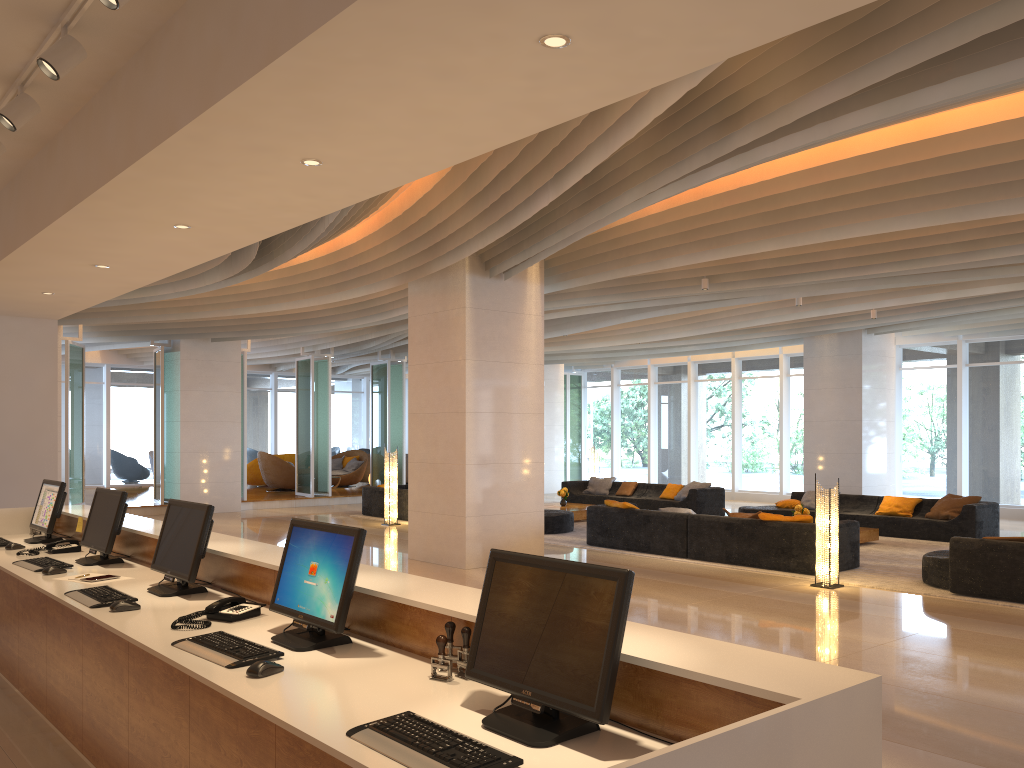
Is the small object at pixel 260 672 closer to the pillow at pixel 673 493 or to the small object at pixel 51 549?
the small object at pixel 51 549

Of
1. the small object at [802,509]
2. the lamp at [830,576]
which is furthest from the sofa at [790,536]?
the small object at [802,509]

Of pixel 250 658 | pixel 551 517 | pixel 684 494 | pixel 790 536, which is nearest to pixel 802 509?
pixel 790 536

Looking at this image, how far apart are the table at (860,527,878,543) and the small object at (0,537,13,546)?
10.7m

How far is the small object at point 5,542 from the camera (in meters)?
5.98

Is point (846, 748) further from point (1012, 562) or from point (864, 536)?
point (864, 536)

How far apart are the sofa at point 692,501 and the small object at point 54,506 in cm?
1212

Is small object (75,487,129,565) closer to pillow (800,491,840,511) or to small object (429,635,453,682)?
small object (429,635,453,682)

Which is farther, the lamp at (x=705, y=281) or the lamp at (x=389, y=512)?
the lamp at (x=389, y=512)

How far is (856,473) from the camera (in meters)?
16.71
